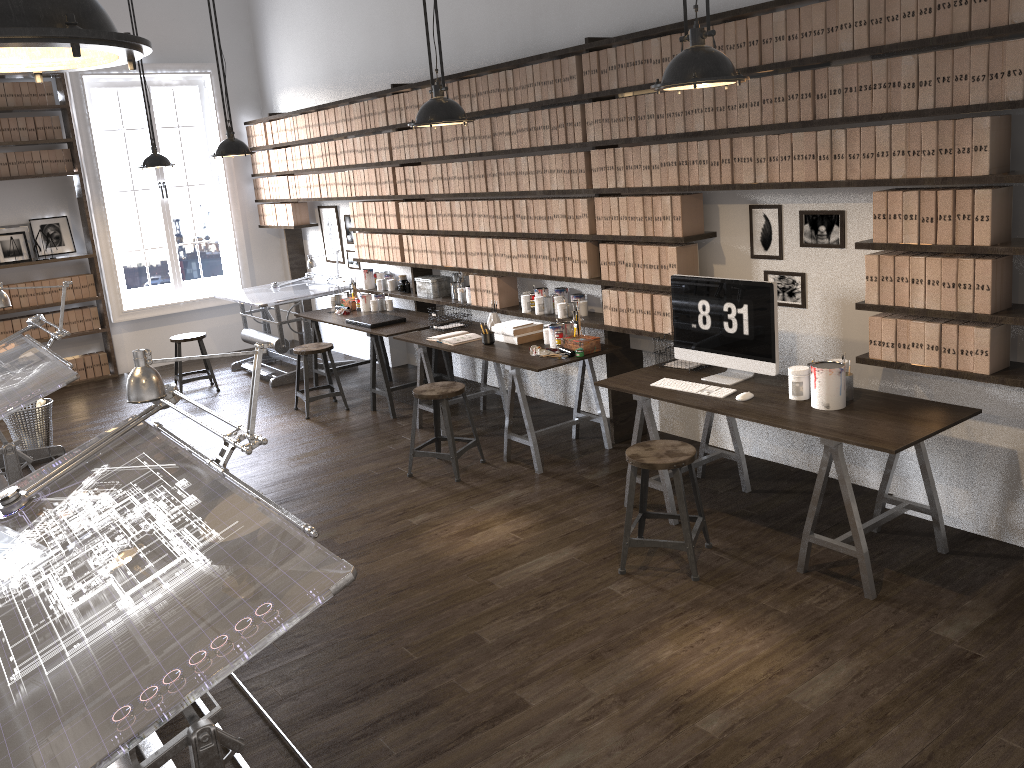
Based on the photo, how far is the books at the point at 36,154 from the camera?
8.3m

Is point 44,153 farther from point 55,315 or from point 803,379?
point 803,379

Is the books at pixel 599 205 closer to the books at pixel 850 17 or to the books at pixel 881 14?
the books at pixel 850 17

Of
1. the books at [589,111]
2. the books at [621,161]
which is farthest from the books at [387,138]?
the books at [621,161]

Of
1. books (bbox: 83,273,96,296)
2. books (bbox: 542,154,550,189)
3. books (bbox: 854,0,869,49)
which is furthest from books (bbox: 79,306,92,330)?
books (bbox: 854,0,869,49)

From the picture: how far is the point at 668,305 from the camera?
4.9m

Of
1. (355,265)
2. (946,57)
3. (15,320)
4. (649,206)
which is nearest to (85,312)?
(15,320)

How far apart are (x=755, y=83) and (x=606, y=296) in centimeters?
158cm

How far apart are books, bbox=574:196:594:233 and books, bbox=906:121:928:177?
2.1 meters

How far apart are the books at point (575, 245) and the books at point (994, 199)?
2.4m
